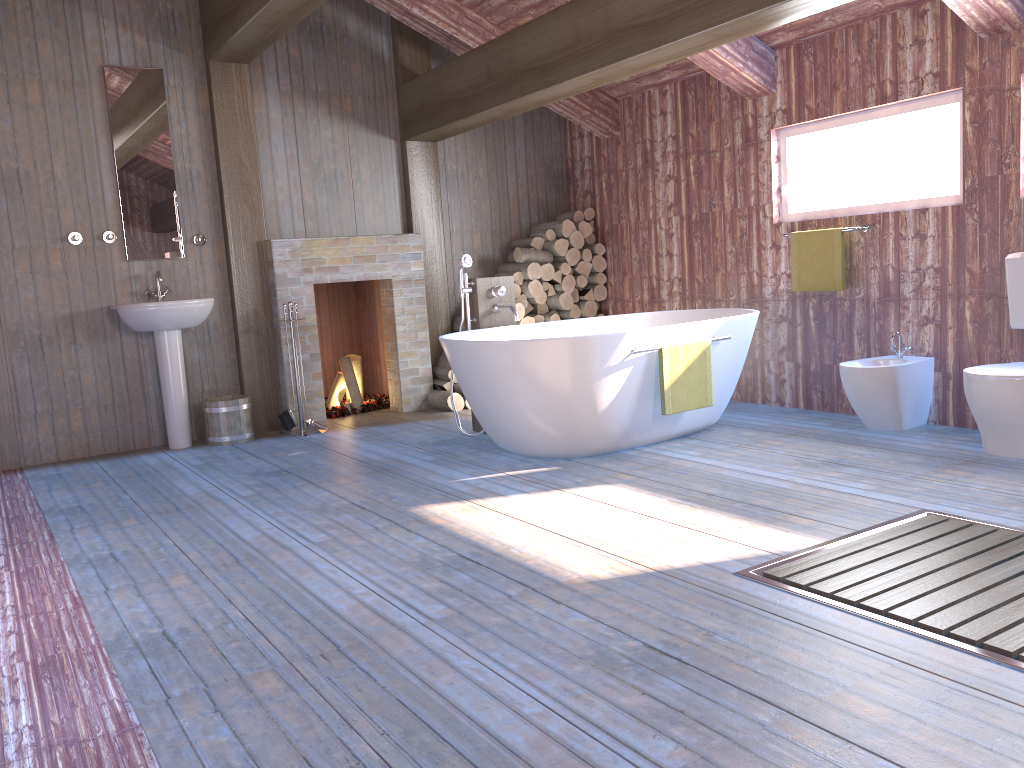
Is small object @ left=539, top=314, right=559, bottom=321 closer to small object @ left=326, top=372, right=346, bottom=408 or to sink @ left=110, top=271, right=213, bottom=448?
small object @ left=326, top=372, right=346, bottom=408

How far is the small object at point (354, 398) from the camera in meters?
6.7 m

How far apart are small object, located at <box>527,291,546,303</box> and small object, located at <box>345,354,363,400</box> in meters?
1.5 m

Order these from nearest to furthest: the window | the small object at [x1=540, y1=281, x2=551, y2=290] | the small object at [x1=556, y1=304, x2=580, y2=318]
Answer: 1. the window
2. the small object at [x1=540, y1=281, x2=551, y2=290]
3. the small object at [x1=556, y1=304, x2=580, y2=318]

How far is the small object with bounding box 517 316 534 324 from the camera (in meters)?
6.72

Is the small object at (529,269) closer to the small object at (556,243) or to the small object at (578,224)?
the small object at (556,243)

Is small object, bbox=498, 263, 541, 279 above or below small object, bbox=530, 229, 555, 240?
below

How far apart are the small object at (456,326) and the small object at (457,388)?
0.52m

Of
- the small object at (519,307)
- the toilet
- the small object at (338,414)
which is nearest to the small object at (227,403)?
the small object at (338,414)

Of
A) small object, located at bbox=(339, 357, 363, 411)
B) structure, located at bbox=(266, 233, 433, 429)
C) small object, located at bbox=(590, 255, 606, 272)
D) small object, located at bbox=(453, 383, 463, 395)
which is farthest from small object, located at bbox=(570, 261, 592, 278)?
small object, located at bbox=(339, 357, 363, 411)
